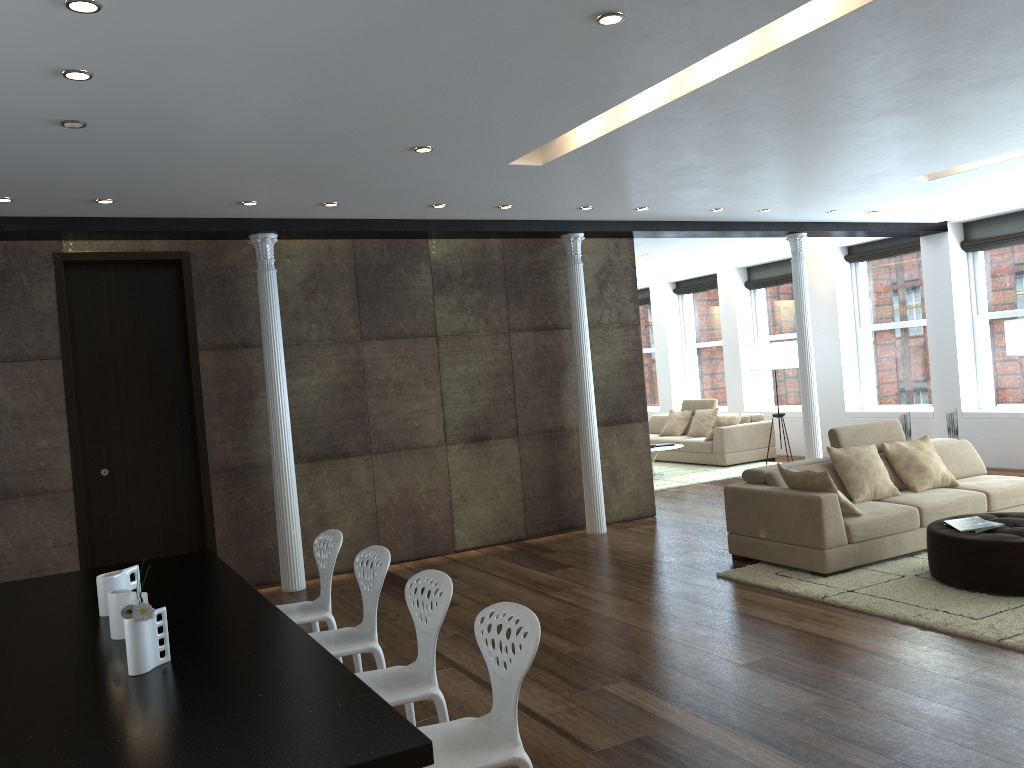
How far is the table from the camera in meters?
2.2

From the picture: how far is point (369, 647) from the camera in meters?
4.0

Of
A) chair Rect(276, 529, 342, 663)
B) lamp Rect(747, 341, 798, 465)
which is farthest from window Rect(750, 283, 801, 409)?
chair Rect(276, 529, 342, 663)

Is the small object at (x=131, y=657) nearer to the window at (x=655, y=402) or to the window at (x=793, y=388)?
the window at (x=793, y=388)

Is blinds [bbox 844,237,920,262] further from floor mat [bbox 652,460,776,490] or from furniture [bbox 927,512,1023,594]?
furniture [bbox 927,512,1023,594]

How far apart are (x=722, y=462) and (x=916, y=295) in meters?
3.4 m

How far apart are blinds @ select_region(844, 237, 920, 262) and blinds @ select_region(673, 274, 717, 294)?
2.8m

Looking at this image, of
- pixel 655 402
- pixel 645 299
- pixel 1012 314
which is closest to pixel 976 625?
pixel 1012 314

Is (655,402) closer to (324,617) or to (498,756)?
(324,617)

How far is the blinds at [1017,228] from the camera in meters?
10.3 m
